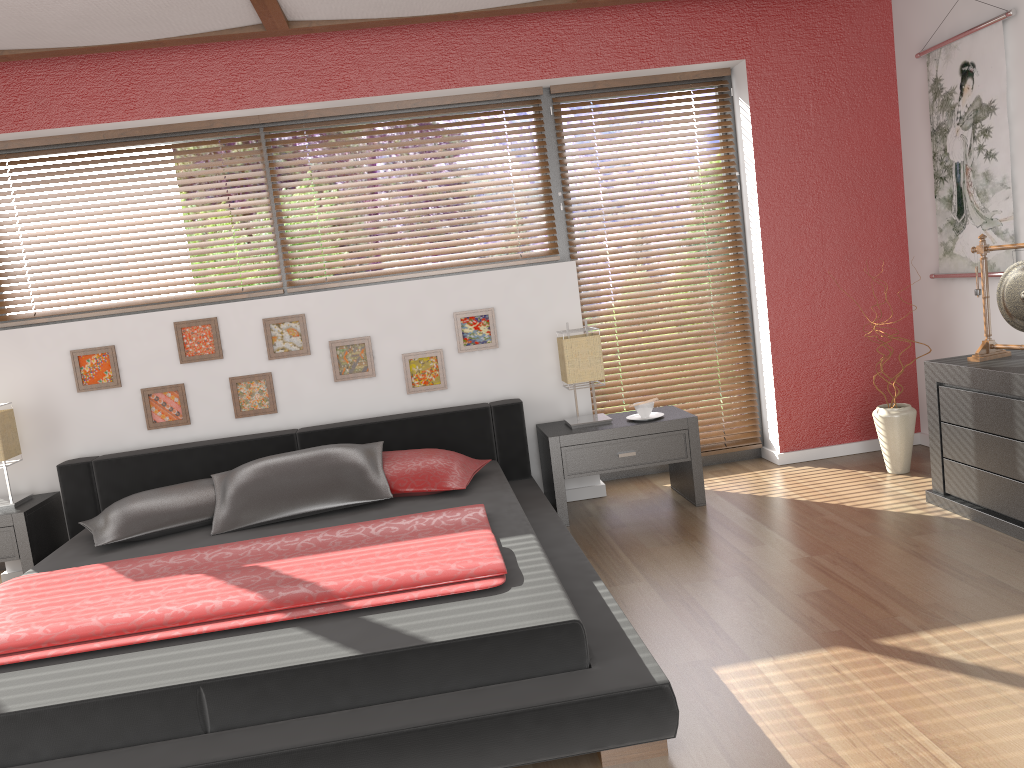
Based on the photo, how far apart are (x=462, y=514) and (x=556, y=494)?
1.0 meters

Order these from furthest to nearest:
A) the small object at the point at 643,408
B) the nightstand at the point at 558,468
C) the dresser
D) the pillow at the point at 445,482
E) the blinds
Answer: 1. the blinds
2. the small object at the point at 643,408
3. the nightstand at the point at 558,468
4. the pillow at the point at 445,482
5. the dresser

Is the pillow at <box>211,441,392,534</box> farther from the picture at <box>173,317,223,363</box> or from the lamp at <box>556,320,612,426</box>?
the lamp at <box>556,320,612,426</box>

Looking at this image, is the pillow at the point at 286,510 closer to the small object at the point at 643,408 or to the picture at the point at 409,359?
the picture at the point at 409,359

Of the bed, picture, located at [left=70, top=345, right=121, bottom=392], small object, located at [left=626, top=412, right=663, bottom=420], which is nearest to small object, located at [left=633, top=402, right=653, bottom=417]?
small object, located at [left=626, top=412, right=663, bottom=420]

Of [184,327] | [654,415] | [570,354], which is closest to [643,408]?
[654,415]

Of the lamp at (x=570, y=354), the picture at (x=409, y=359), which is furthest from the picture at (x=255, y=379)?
the lamp at (x=570, y=354)

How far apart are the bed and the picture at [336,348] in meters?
0.3 m

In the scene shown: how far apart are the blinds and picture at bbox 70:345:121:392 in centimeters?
241cm

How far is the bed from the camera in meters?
2.0 m
